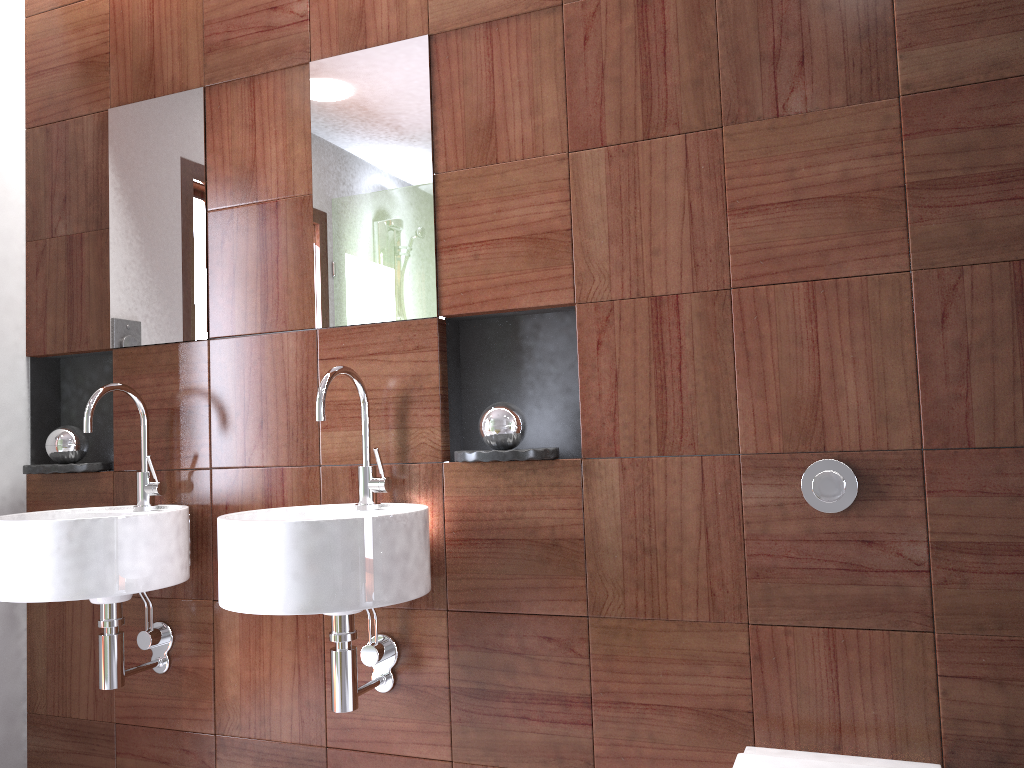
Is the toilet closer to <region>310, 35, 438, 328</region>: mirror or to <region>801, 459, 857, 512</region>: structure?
<region>801, 459, 857, 512</region>: structure

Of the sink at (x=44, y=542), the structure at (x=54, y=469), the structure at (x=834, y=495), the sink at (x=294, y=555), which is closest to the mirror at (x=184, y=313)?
the sink at (x=44, y=542)

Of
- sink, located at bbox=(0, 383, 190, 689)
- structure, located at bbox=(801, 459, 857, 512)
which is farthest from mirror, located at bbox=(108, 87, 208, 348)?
A: structure, located at bbox=(801, 459, 857, 512)

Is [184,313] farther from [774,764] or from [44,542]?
[774,764]

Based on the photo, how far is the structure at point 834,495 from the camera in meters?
1.6

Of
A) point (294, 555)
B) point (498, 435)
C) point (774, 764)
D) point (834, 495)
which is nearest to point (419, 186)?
point (498, 435)

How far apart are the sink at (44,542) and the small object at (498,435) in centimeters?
19cm

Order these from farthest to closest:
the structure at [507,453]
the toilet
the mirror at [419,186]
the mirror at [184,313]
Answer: the mirror at [184,313]
the mirror at [419,186]
the structure at [507,453]
the toilet

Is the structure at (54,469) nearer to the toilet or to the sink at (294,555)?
the sink at (294,555)

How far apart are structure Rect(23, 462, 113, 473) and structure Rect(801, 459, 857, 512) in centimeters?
174cm
